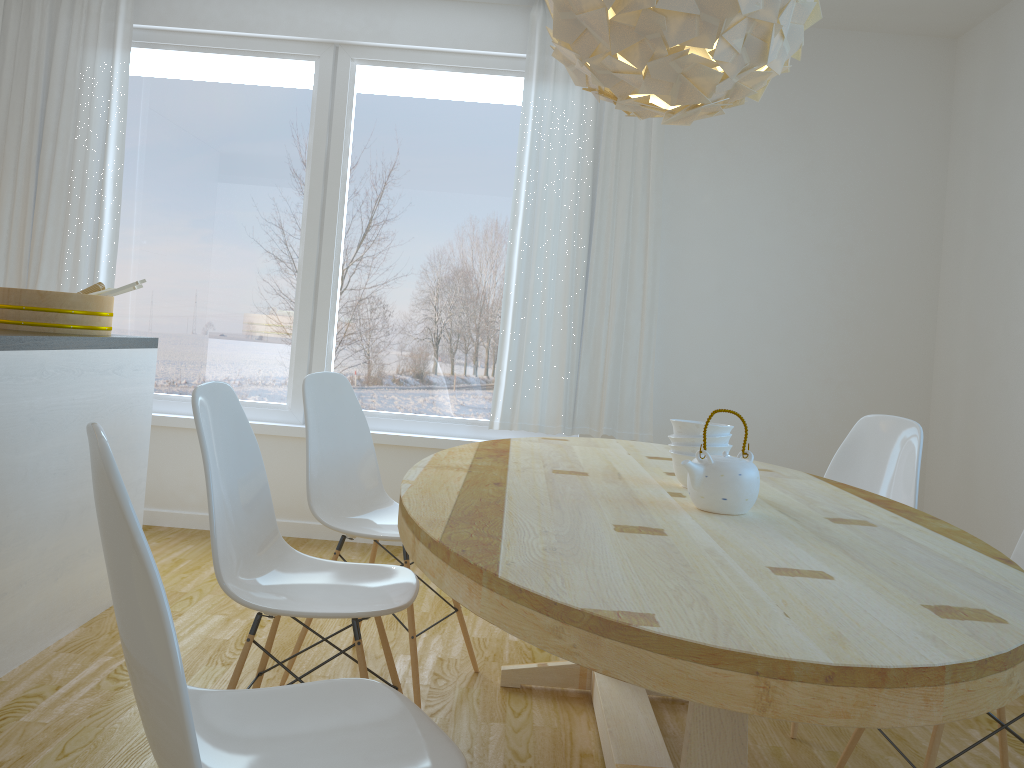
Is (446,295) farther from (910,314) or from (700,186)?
(910,314)

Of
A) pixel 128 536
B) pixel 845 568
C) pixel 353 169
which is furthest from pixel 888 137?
pixel 128 536

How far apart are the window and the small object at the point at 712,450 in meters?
2.3 m

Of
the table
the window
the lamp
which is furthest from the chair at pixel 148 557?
the window

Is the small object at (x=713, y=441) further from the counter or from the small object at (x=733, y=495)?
the counter

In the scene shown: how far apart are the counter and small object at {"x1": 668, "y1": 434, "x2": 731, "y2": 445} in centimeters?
176cm

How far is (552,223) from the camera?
4.2m

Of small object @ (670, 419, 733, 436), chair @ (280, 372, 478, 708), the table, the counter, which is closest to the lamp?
small object @ (670, 419, 733, 436)

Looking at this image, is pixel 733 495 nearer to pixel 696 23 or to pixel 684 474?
pixel 684 474

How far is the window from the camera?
4.39m
